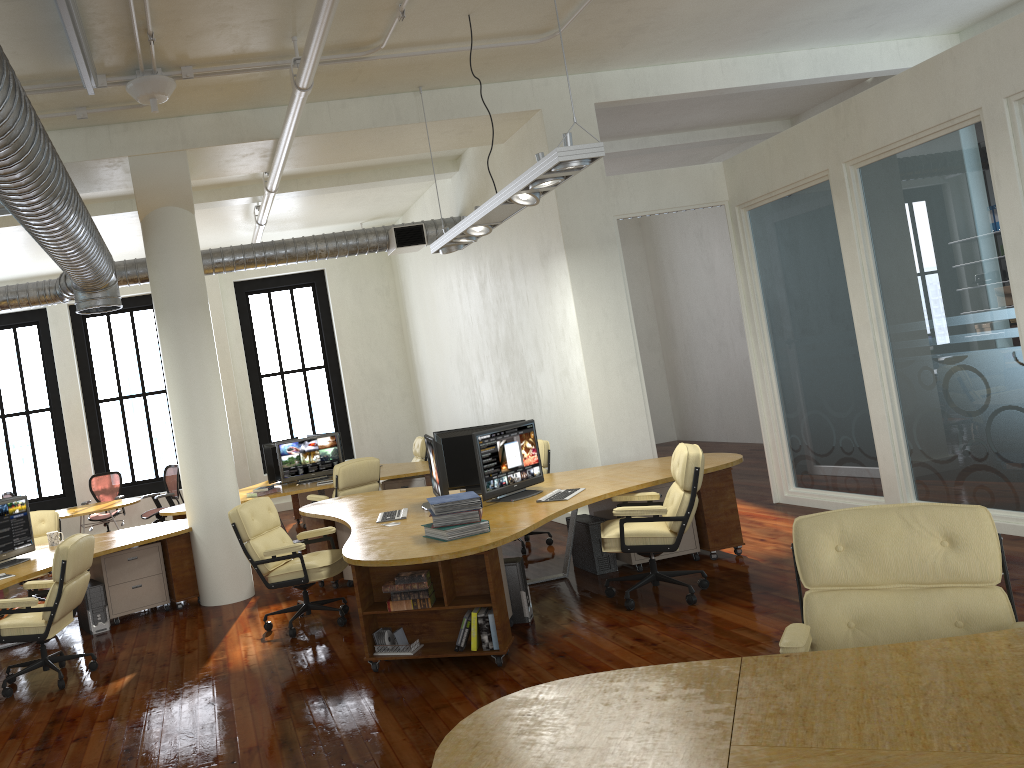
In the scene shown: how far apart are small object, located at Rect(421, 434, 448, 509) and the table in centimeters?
634cm

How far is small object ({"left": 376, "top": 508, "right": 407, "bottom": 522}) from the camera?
6.69m

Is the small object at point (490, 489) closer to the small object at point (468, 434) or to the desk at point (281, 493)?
the small object at point (468, 434)

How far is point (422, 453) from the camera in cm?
1182

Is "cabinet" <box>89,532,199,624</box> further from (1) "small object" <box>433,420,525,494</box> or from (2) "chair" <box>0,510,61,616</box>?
(1) "small object" <box>433,420,525,494</box>

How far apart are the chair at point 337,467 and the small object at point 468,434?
2.2 meters

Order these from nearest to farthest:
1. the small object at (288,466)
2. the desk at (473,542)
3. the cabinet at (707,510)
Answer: the desk at (473,542) → the cabinet at (707,510) → the small object at (288,466)

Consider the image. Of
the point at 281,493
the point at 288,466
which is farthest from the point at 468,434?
the point at 288,466

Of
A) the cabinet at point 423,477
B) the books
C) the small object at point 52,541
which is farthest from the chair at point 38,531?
the books

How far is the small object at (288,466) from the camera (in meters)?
10.93
